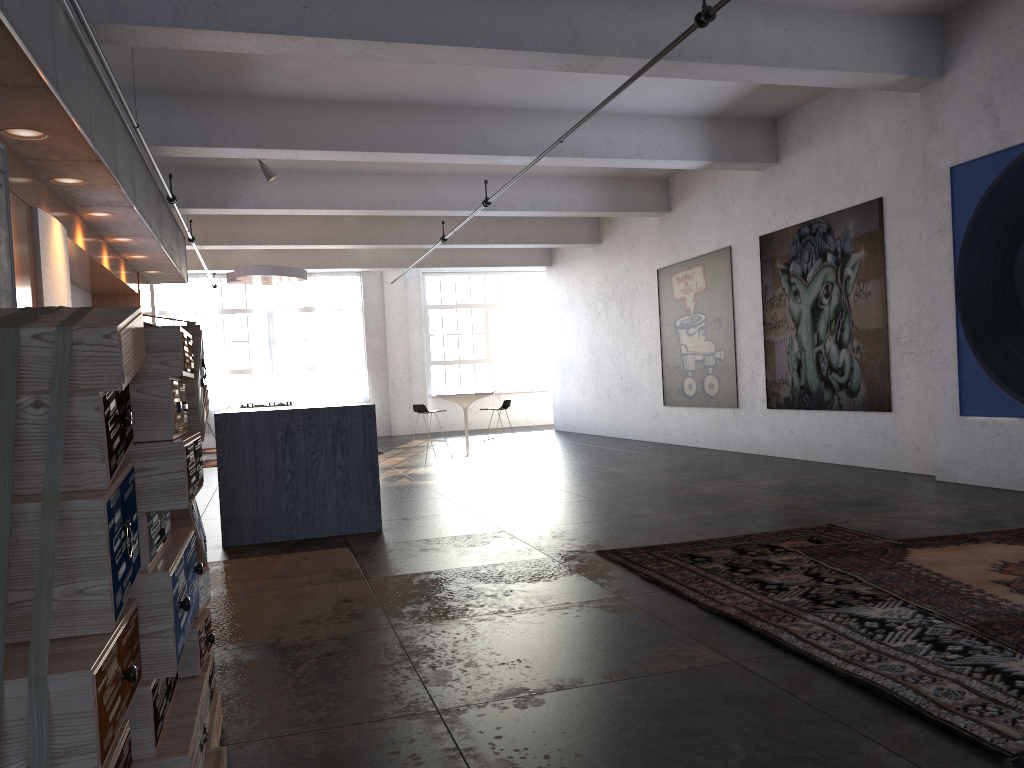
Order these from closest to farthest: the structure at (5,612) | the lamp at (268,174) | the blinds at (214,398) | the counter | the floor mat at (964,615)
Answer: the structure at (5,612) < the floor mat at (964,615) < the counter < the lamp at (268,174) < the blinds at (214,398)

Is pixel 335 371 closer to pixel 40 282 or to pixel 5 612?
pixel 40 282

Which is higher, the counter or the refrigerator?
the refrigerator

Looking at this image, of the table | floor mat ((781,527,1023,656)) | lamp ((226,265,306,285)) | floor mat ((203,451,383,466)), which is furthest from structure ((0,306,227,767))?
floor mat ((203,451,383,466))

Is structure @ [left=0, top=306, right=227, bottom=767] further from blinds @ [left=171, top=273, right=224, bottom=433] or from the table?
blinds @ [left=171, top=273, right=224, bottom=433]

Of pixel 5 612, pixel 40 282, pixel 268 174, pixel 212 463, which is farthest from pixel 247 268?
pixel 5 612

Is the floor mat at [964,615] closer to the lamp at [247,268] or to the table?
the table

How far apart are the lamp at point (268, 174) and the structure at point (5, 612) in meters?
8.6 m

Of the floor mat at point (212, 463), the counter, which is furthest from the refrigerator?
the floor mat at point (212, 463)

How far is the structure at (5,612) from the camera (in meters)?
1.40
